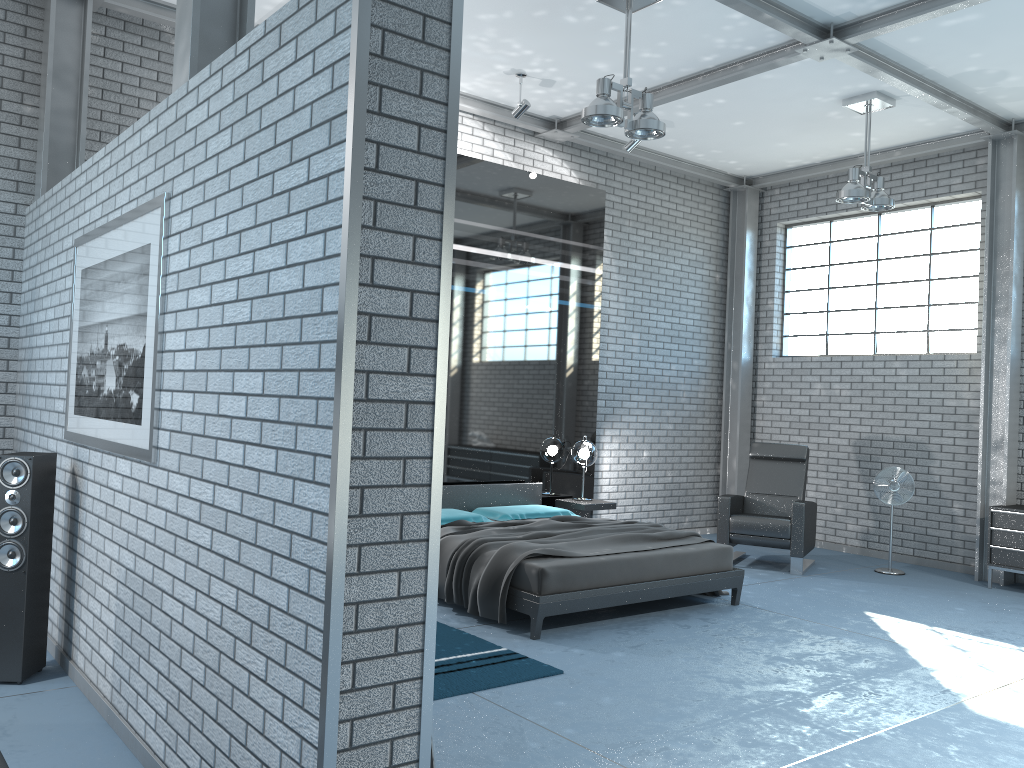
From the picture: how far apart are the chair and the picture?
5.5 meters

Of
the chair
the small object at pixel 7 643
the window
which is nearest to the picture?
the small object at pixel 7 643

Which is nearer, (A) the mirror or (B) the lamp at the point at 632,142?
(A) the mirror

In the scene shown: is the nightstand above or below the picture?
below

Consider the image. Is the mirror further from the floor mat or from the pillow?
the floor mat

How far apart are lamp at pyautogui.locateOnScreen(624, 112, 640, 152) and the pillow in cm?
327

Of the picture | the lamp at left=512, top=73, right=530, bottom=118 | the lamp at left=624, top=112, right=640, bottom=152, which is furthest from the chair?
the picture

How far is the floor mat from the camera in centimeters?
430cm

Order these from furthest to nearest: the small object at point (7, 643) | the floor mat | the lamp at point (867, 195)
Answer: the lamp at point (867, 195)
the floor mat
the small object at point (7, 643)

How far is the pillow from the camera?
6.9m
